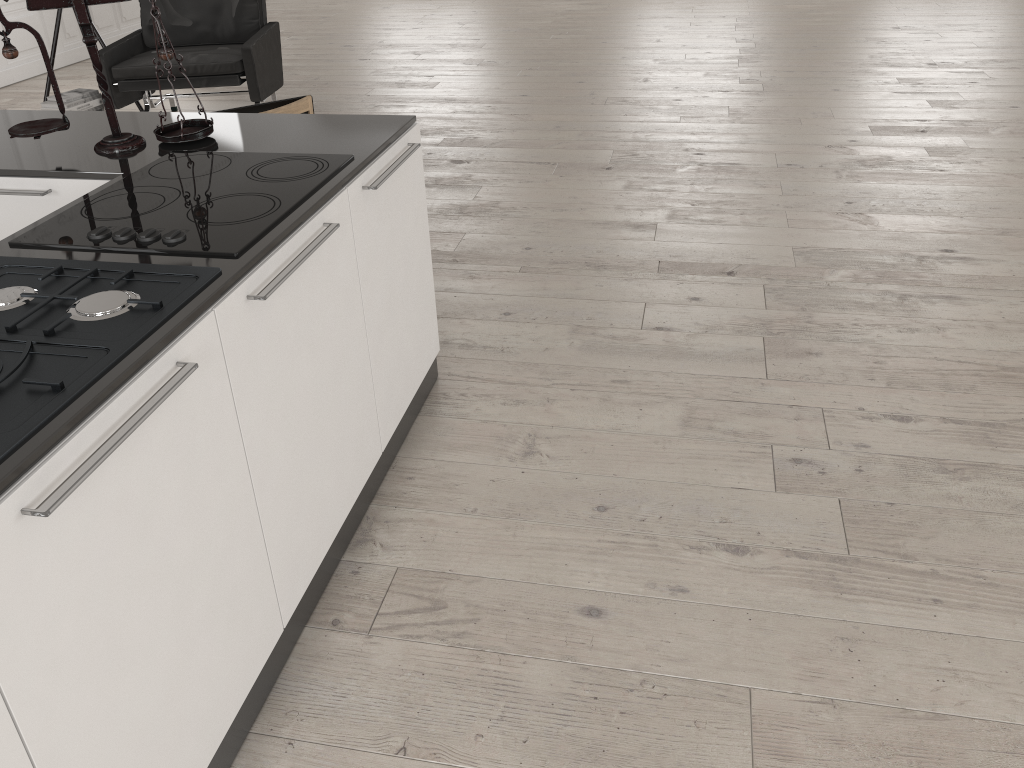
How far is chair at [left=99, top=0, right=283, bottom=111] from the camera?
5.31m

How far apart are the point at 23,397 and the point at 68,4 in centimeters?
138cm

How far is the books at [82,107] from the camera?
5.3m

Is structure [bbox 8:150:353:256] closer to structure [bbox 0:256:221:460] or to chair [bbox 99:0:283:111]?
structure [bbox 0:256:221:460]

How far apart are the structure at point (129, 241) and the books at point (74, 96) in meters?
3.6

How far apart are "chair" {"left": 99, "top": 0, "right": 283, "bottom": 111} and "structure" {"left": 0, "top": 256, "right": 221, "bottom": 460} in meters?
4.0

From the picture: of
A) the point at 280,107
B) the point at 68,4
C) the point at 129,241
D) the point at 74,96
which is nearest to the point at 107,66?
the point at 74,96

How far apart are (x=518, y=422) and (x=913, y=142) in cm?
351

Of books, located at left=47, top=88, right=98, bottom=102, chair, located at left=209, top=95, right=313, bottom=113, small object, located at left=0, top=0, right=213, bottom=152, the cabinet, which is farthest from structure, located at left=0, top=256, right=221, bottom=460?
books, located at left=47, top=88, right=98, bottom=102

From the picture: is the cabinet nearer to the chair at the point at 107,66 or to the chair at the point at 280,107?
the chair at the point at 280,107
